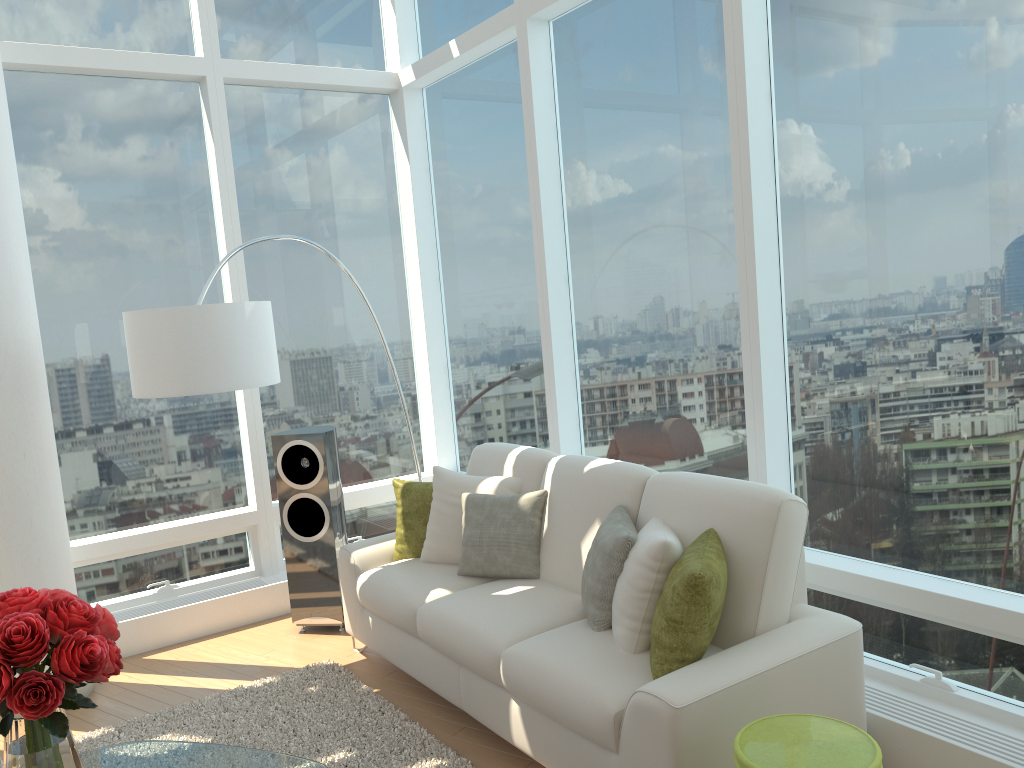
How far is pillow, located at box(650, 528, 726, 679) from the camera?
2.8 meters

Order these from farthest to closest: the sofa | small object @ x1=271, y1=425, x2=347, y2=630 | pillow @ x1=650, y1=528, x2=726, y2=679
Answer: small object @ x1=271, y1=425, x2=347, y2=630, pillow @ x1=650, y1=528, x2=726, y2=679, the sofa

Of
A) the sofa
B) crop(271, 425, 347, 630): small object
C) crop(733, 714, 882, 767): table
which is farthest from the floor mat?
crop(733, 714, 882, 767): table

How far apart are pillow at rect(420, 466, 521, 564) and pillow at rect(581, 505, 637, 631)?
0.77m

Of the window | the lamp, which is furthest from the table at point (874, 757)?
the lamp

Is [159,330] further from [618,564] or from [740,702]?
[740,702]

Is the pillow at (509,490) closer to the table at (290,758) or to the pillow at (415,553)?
the pillow at (415,553)

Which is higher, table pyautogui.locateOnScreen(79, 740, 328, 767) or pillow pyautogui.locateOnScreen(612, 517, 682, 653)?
pillow pyautogui.locateOnScreen(612, 517, 682, 653)

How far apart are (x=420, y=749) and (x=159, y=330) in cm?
214

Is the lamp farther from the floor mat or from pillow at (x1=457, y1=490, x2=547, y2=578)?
the floor mat
